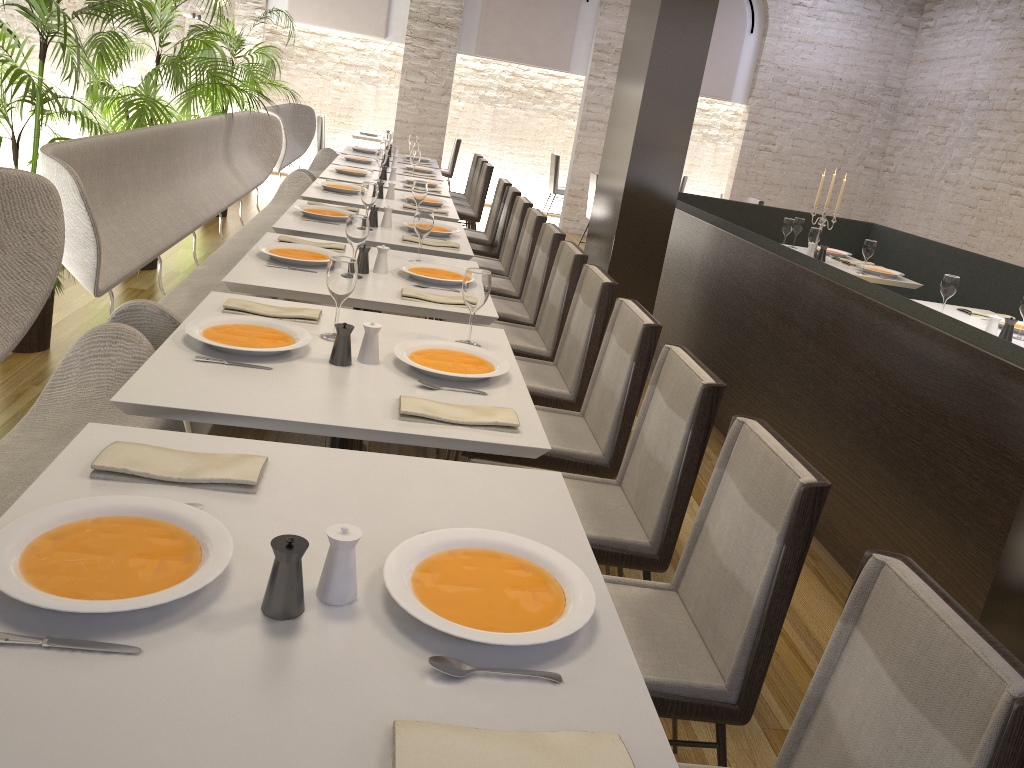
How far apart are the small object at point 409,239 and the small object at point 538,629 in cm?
288

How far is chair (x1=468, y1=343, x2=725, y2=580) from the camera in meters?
2.2 m

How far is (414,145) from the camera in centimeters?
794cm

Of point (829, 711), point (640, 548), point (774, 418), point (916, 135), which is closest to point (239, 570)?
point (829, 711)

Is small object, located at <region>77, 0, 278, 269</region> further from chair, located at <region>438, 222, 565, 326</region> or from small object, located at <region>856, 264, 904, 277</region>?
small object, located at <region>856, 264, 904, 277</region>

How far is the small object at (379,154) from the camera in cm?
644

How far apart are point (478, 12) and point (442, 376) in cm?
930

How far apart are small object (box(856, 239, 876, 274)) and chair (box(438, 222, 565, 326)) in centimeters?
252cm

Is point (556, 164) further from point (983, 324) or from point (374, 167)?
point (983, 324)

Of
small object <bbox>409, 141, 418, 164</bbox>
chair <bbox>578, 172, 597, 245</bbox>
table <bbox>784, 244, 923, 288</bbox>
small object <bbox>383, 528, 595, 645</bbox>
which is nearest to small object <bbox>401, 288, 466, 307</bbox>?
small object <bbox>383, 528, 595, 645</bbox>
